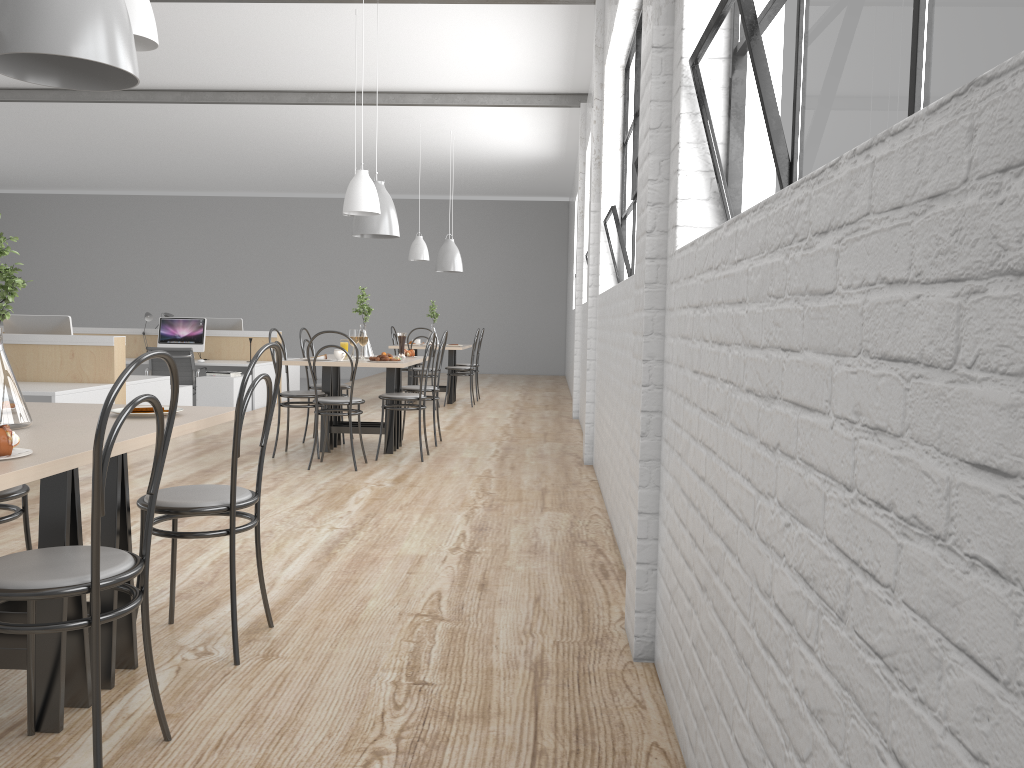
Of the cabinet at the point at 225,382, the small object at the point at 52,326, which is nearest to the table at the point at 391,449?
Answer: the small object at the point at 52,326

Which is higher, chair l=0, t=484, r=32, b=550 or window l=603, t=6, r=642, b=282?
window l=603, t=6, r=642, b=282

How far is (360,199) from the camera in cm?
442

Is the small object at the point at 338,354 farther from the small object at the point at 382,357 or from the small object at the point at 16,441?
the small object at the point at 16,441

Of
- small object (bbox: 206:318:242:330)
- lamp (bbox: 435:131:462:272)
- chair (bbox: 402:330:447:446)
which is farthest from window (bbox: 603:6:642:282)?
small object (bbox: 206:318:242:330)

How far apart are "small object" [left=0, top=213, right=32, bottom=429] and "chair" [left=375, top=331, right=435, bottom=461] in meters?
3.0 m

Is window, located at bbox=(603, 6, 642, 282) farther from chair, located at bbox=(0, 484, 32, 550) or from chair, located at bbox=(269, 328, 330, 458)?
chair, located at bbox=(0, 484, 32, 550)

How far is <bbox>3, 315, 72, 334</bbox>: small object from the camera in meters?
5.2 m

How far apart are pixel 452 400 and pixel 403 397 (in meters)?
3.35

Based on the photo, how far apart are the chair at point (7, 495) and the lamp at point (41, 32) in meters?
0.9
